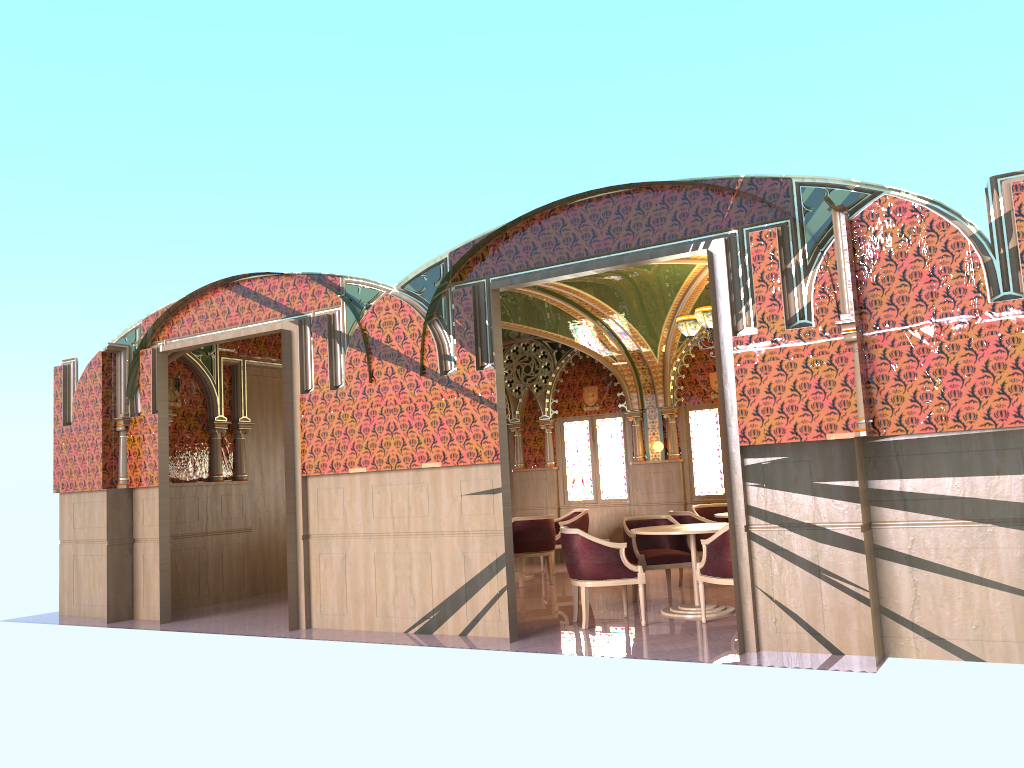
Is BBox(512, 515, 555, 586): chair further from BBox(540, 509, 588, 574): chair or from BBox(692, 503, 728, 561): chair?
BBox(692, 503, 728, 561): chair

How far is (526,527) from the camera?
10.9 meters

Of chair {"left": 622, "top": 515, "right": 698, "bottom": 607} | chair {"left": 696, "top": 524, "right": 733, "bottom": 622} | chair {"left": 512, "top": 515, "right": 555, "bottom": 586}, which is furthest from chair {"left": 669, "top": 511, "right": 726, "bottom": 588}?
chair {"left": 696, "top": 524, "right": 733, "bottom": 622}

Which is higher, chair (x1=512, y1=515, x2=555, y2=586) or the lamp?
the lamp

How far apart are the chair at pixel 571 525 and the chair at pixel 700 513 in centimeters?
154cm

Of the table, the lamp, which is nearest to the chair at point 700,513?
the lamp

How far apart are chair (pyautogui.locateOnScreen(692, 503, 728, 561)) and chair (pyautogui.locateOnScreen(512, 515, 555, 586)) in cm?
202

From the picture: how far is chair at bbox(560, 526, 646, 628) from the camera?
7.6m

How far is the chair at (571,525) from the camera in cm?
1216

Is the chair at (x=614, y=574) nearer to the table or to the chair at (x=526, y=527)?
the table
